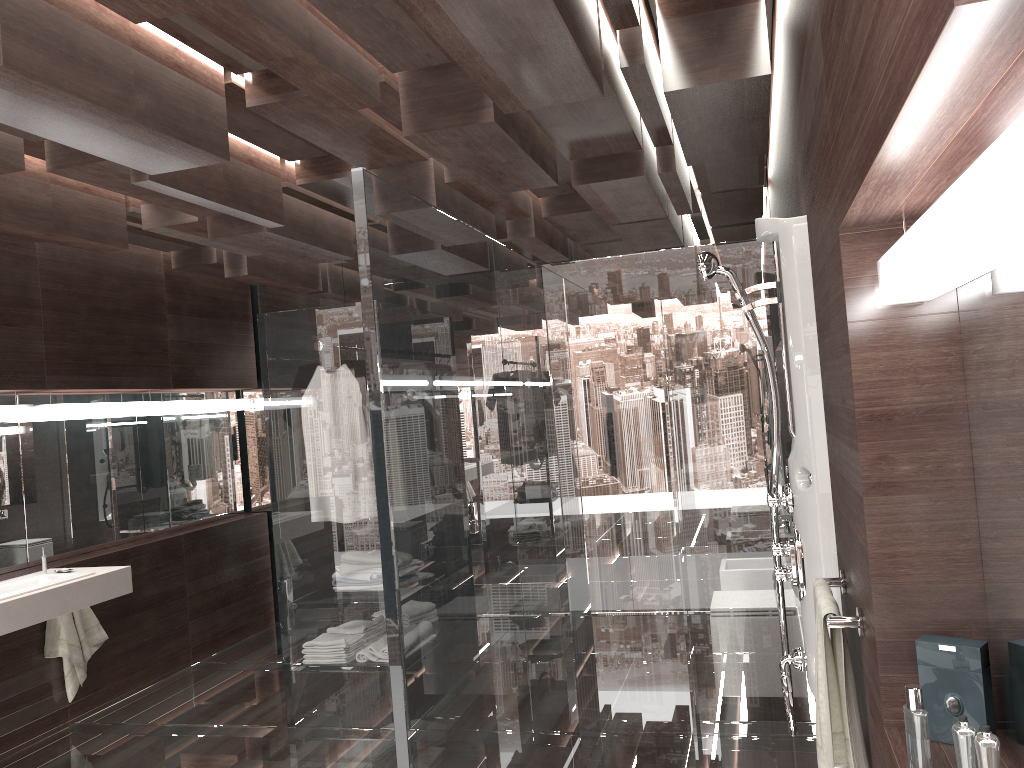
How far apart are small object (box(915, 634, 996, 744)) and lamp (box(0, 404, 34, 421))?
4.3m

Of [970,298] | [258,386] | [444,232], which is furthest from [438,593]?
[258,386]

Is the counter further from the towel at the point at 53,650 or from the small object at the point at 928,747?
the small object at the point at 928,747

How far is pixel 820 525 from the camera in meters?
2.4

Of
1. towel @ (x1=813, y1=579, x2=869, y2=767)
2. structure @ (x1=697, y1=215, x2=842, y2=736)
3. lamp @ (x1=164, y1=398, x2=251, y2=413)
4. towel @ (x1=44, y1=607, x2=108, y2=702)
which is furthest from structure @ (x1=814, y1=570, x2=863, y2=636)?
lamp @ (x1=164, y1=398, x2=251, y2=413)

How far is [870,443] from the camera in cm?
163

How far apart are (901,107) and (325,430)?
3.5 meters

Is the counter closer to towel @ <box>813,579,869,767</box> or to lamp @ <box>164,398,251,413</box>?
lamp @ <box>164,398,251,413</box>

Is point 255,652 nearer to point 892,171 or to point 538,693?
point 538,693

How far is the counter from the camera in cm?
372
